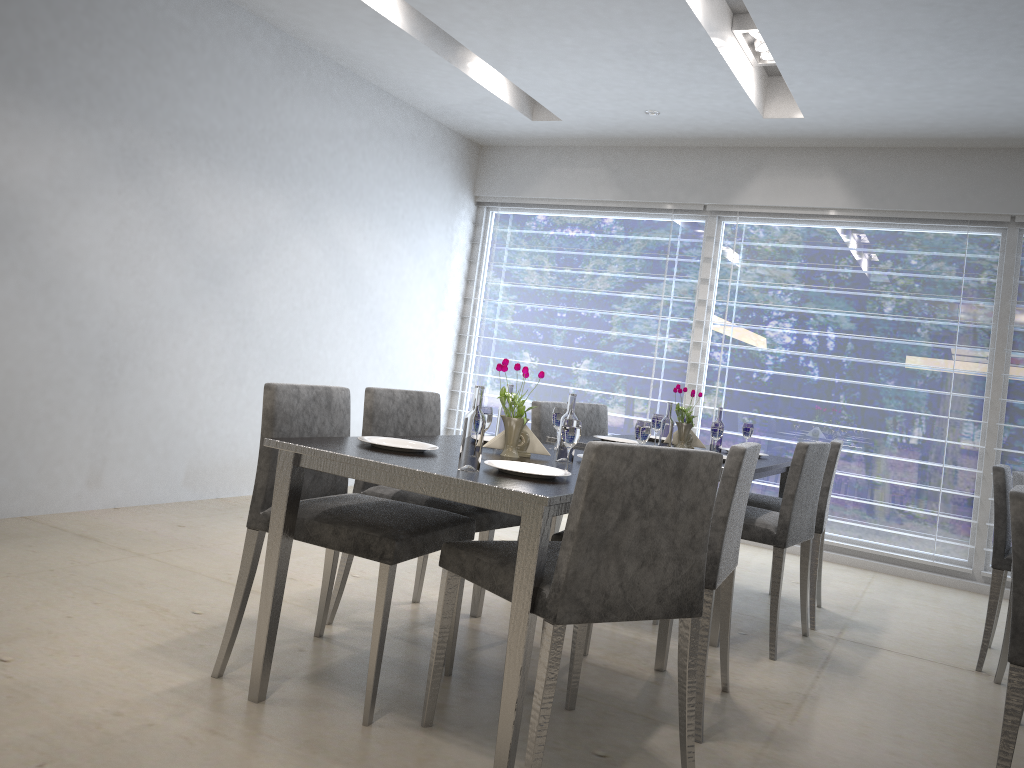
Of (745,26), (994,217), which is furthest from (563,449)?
(994,217)

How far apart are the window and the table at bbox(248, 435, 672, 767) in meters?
3.0 m

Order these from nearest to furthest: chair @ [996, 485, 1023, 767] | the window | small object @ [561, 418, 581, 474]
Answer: chair @ [996, 485, 1023, 767]
small object @ [561, 418, 581, 474]
the window

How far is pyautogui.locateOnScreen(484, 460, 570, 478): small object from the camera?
2.09m

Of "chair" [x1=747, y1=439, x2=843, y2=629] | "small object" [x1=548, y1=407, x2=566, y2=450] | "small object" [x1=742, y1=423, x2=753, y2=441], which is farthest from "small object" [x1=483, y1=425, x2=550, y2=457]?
"small object" [x1=742, y1=423, x2=753, y2=441]

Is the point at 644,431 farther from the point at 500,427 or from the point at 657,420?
the point at 657,420

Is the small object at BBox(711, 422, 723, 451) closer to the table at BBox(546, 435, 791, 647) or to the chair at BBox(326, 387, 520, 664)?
the table at BBox(546, 435, 791, 647)

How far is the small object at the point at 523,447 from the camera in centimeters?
260cm

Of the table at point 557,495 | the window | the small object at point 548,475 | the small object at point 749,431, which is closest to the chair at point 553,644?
the table at point 557,495

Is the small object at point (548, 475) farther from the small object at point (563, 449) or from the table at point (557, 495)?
the small object at point (563, 449)
